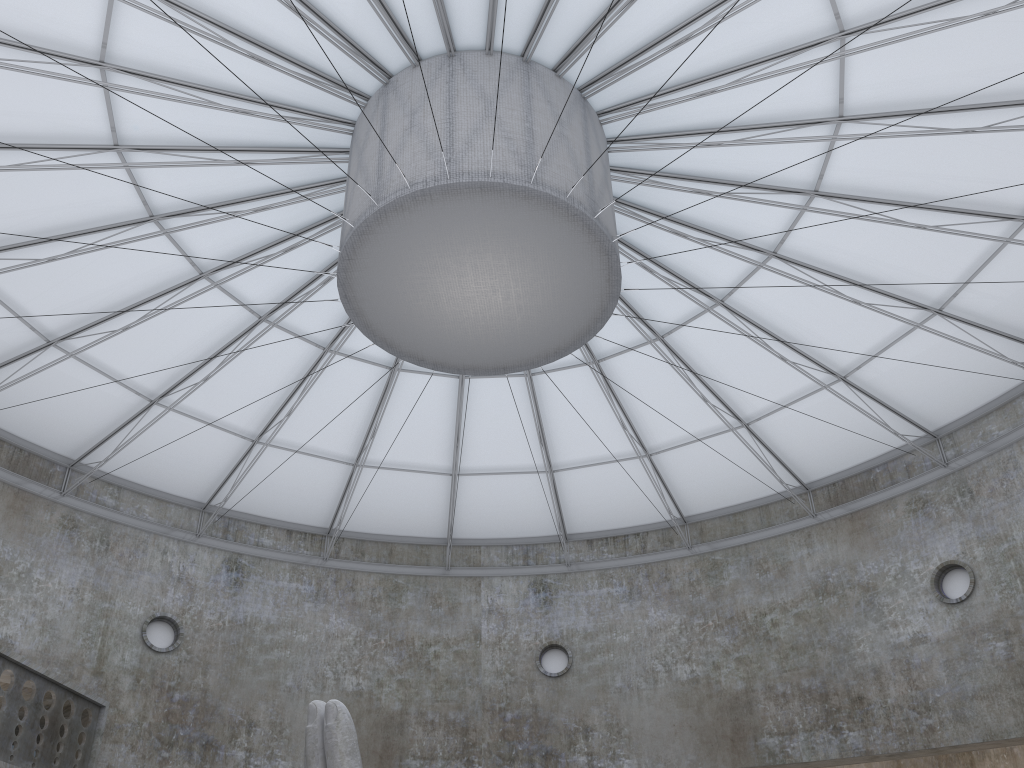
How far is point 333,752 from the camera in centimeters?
1434cm

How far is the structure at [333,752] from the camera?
14.3 meters

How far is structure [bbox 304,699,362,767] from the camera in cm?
1434
